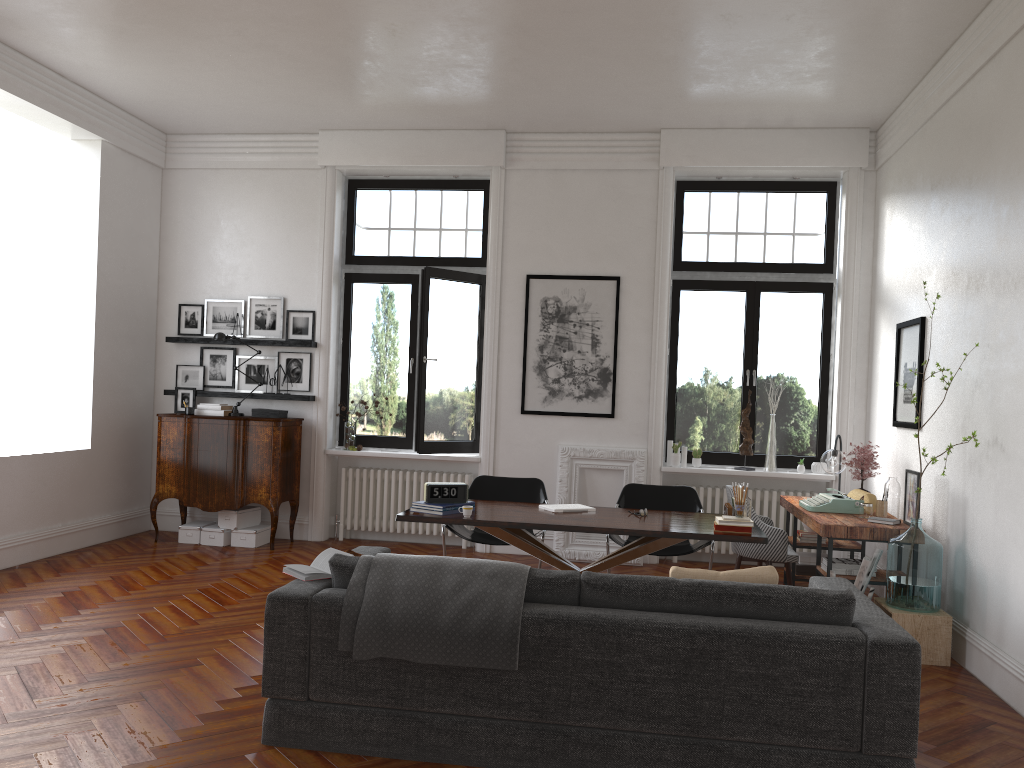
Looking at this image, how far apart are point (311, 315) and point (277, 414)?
1.04m

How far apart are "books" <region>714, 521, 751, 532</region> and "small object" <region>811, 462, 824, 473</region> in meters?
3.2

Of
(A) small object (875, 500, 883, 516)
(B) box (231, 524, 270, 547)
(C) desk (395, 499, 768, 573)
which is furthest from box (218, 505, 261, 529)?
(A) small object (875, 500, 883, 516)

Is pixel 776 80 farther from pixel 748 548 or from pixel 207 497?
pixel 207 497

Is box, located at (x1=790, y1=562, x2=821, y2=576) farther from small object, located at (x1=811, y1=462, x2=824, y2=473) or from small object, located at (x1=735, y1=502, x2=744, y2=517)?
small object, located at (x1=735, y1=502, x2=744, y2=517)

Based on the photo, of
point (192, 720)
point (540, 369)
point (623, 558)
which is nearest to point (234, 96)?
Result: point (540, 369)

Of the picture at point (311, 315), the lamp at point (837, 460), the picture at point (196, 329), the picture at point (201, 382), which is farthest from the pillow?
the picture at point (196, 329)

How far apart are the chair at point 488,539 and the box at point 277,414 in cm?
243

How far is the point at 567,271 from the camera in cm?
838

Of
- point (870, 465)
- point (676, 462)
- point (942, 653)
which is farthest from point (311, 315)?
point (942, 653)
